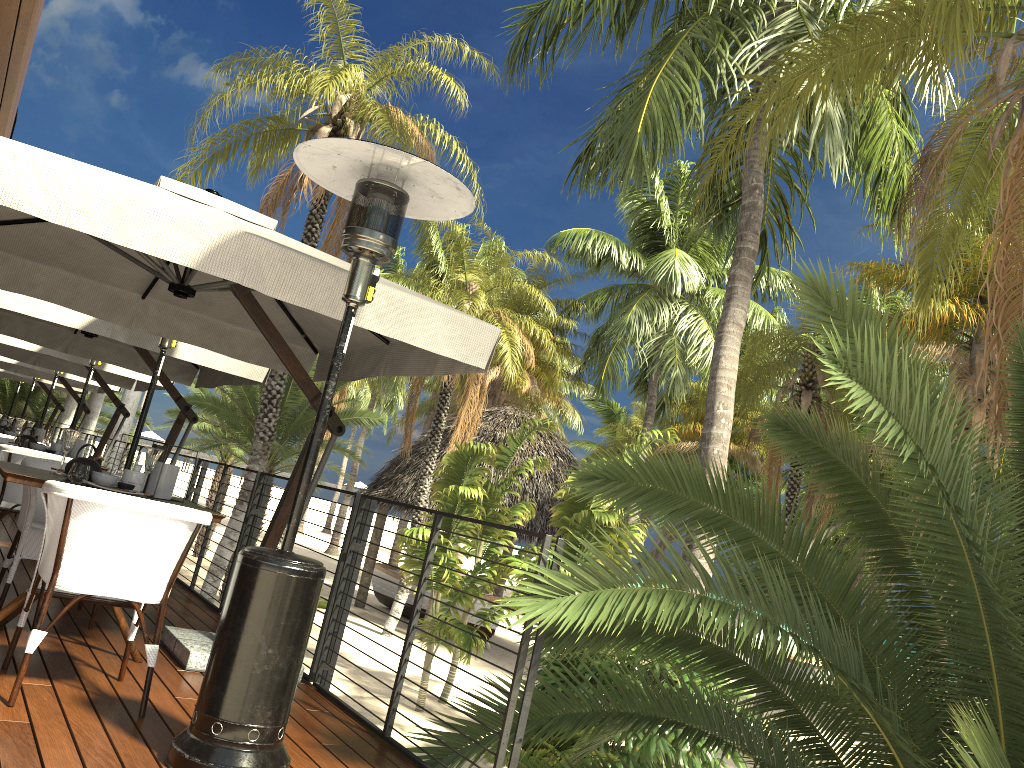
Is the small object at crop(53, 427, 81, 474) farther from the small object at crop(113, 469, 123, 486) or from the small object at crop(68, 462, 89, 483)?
the small object at crop(68, 462, 89, 483)

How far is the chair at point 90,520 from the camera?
3.2m

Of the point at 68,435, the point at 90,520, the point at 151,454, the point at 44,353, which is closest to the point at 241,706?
the point at 90,520

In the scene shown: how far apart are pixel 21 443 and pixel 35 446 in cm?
10

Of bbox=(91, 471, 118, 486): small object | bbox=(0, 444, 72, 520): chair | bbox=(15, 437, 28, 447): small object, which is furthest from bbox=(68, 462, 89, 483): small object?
bbox=(15, 437, 28, 447): small object

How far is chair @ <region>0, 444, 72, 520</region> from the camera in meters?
6.1 m

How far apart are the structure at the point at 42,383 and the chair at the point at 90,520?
12.98m

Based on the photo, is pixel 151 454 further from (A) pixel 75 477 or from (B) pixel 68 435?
(B) pixel 68 435

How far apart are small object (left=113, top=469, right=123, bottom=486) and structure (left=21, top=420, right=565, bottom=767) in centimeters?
117cm

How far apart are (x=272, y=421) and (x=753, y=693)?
14.7 meters
